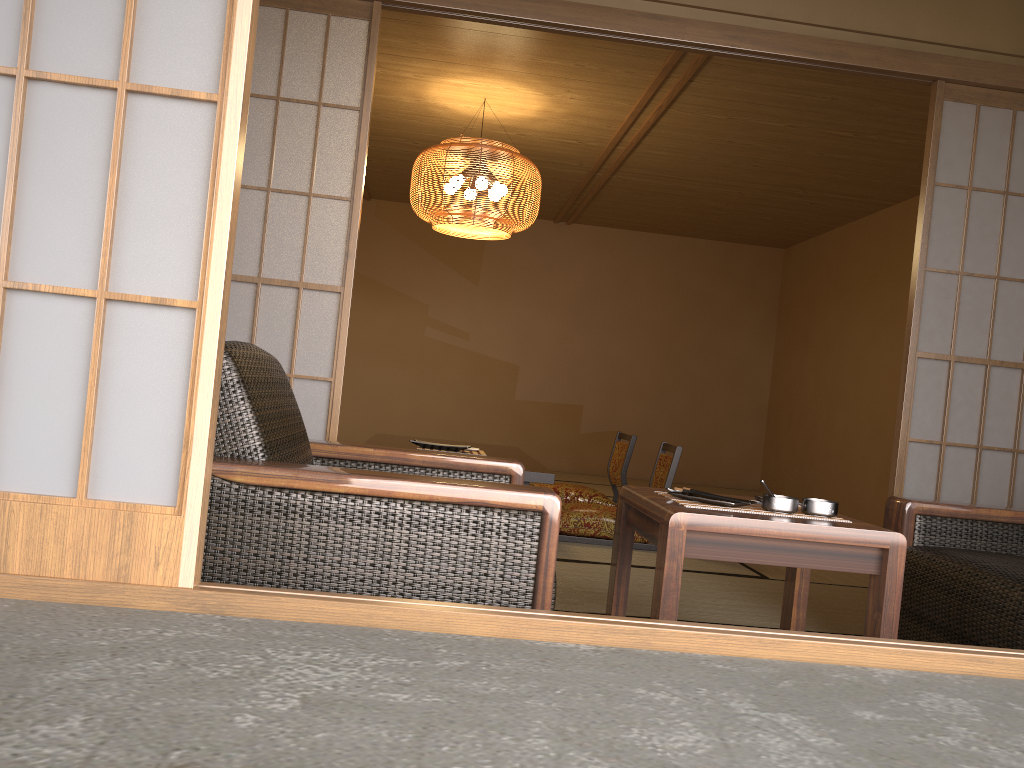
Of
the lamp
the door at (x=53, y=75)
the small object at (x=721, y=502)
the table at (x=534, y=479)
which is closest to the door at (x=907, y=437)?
the small object at (x=721, y=502)

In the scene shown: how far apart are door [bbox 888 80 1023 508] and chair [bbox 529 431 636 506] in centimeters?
201cm

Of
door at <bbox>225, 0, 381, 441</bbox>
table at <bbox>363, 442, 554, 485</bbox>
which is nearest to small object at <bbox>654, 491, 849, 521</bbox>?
door at <bbox>225, 0, 381, 441</bbox>

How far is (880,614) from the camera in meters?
2.0 m

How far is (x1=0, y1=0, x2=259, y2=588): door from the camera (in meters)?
1.21

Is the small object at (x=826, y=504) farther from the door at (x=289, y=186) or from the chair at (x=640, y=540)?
the chair at (x=640, y=540)

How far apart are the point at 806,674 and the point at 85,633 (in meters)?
0.93

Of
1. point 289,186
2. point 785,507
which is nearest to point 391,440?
point 289,186

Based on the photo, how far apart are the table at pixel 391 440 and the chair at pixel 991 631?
3.1m

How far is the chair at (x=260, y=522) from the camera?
1.7 meters
